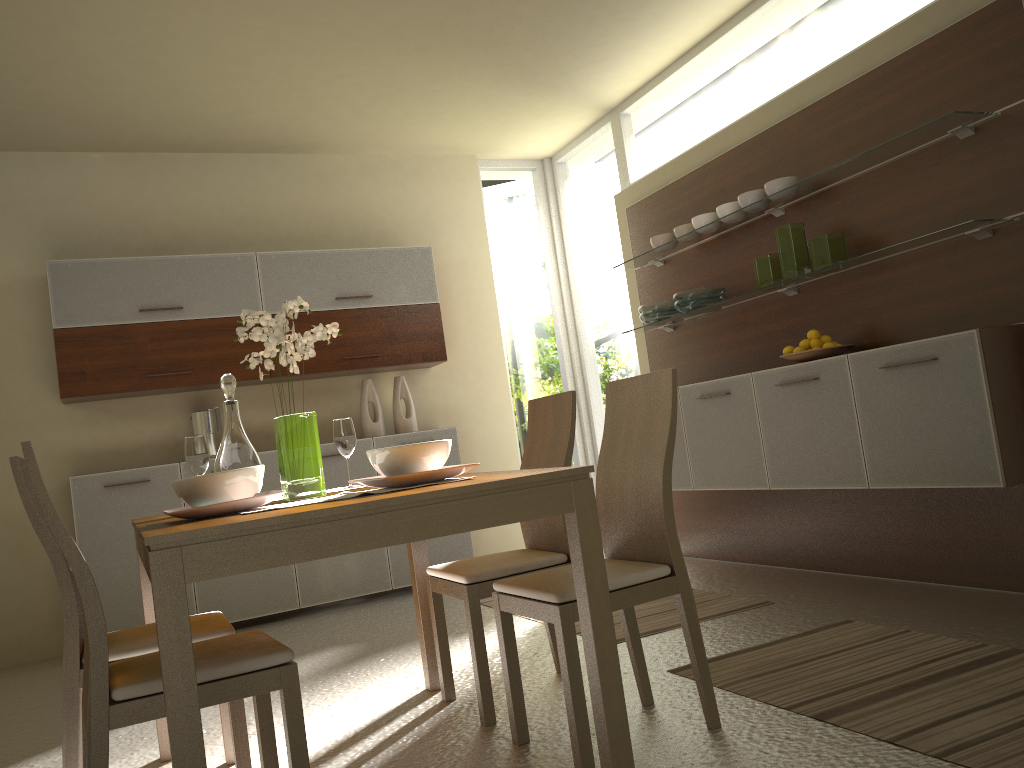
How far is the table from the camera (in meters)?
1.71

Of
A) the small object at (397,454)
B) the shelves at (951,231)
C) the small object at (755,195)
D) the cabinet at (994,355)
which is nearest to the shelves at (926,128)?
the small object at (755,195)

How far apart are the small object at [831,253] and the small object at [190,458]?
2.7 meters

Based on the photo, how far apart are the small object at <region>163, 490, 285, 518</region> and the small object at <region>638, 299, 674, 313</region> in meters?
3.3

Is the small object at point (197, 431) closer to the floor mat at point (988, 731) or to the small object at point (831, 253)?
the floor mat at point (988, 731)

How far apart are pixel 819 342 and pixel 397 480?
2.5 meters

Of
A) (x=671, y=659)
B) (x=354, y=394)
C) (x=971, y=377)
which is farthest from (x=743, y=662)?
(x=354, y=394)

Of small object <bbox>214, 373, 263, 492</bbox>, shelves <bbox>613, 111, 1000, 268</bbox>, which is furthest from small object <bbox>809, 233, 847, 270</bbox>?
small object <bbox>214, 373, 263, 492</bbox>

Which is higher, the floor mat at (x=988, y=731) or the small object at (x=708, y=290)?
the small object at (x=708, y=290)

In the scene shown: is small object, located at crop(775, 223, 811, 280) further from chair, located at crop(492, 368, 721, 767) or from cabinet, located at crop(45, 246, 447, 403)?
cabinet, located at crop(45, 246, 447, 403)
